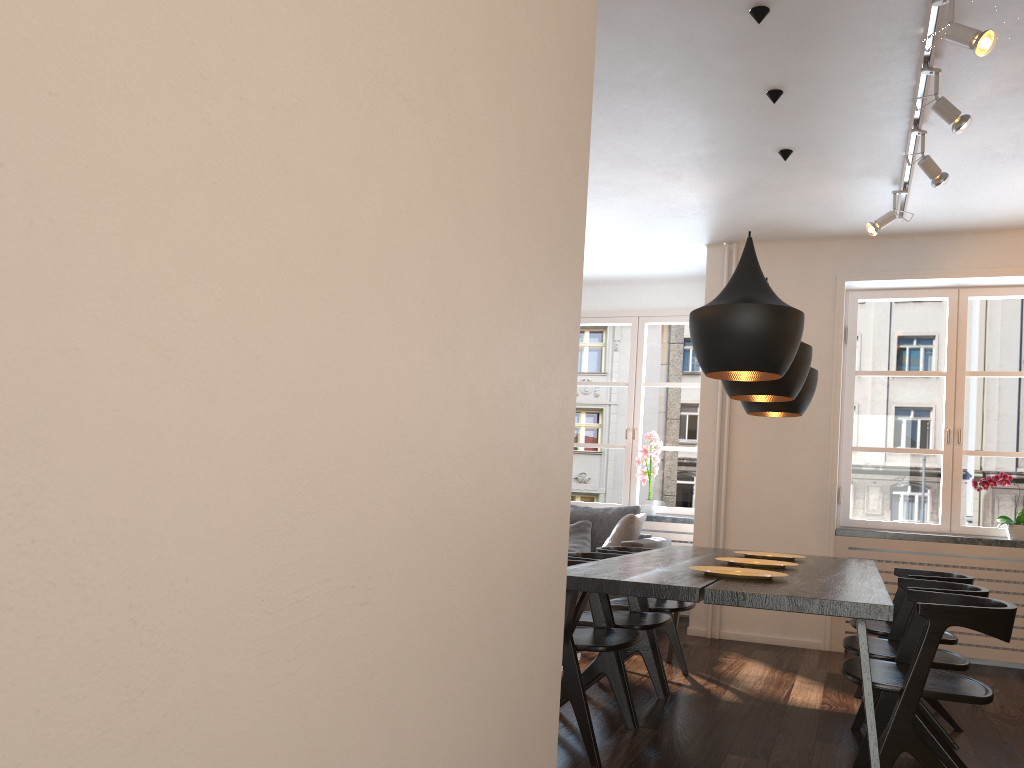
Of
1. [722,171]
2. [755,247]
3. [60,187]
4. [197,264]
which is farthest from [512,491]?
[755,247]

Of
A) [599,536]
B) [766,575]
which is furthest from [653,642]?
[599,536]

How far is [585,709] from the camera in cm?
304

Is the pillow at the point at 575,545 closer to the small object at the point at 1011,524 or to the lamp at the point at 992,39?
the small object at the point at 1011,524

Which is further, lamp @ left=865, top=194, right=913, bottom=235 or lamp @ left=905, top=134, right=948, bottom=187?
lamp @ left=865, top=194, right=913, bottom=235

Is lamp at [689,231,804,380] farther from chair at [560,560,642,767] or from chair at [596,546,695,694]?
chair at [596,546,695,694]

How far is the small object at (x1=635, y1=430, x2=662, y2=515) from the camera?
7.1m

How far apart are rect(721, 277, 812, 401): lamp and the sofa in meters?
2.0 m

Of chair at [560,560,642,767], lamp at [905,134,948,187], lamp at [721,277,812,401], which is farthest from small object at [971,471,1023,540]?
chair at [560,560,642,767]

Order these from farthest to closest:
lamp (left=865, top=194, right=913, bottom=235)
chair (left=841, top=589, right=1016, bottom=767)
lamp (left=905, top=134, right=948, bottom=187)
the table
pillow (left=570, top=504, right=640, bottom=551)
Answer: pillow (left=570, top=504, right=640, bottom=551) < lamp (left=865, top=194, right=913, bottom=235) < lamp (left=905, top=134, right=948, bottom=187) < chair (left=841, top=589, right=1016, bottom=767) < the table
